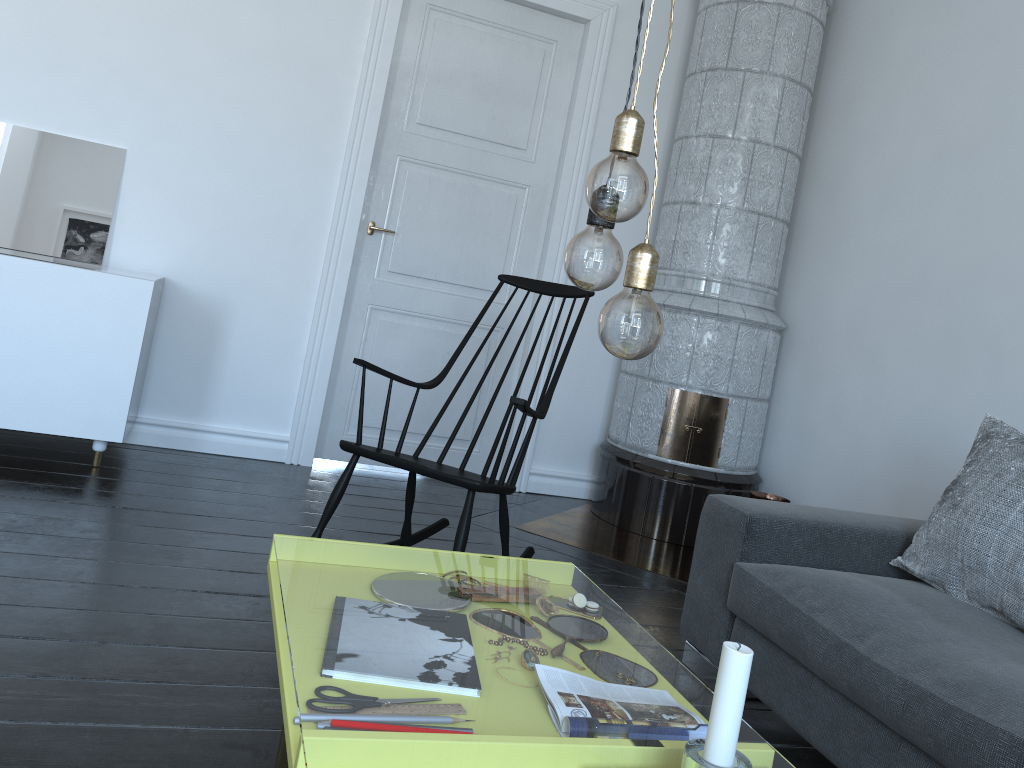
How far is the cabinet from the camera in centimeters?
316cm

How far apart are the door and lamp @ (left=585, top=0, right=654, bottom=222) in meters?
3.1 m

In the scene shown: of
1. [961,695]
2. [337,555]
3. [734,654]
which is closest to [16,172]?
[734,654]

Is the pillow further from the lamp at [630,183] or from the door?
the door

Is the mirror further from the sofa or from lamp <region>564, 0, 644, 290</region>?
lamp <region>564, 0, 644, 290</region>

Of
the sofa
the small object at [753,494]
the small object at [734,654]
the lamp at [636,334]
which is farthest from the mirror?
the small object at [734,654]

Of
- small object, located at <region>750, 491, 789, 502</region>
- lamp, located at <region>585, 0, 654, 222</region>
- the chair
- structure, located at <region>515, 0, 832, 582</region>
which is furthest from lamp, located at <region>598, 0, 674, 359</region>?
small object, located at <region>750, 491, 789, 502</region>

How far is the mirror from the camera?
3.56m

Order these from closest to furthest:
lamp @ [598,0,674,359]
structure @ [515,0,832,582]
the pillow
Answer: lamp @ [598,0,674,359] < the pillow < structure @ [515,0,832,582]

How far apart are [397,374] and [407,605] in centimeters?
571cm
